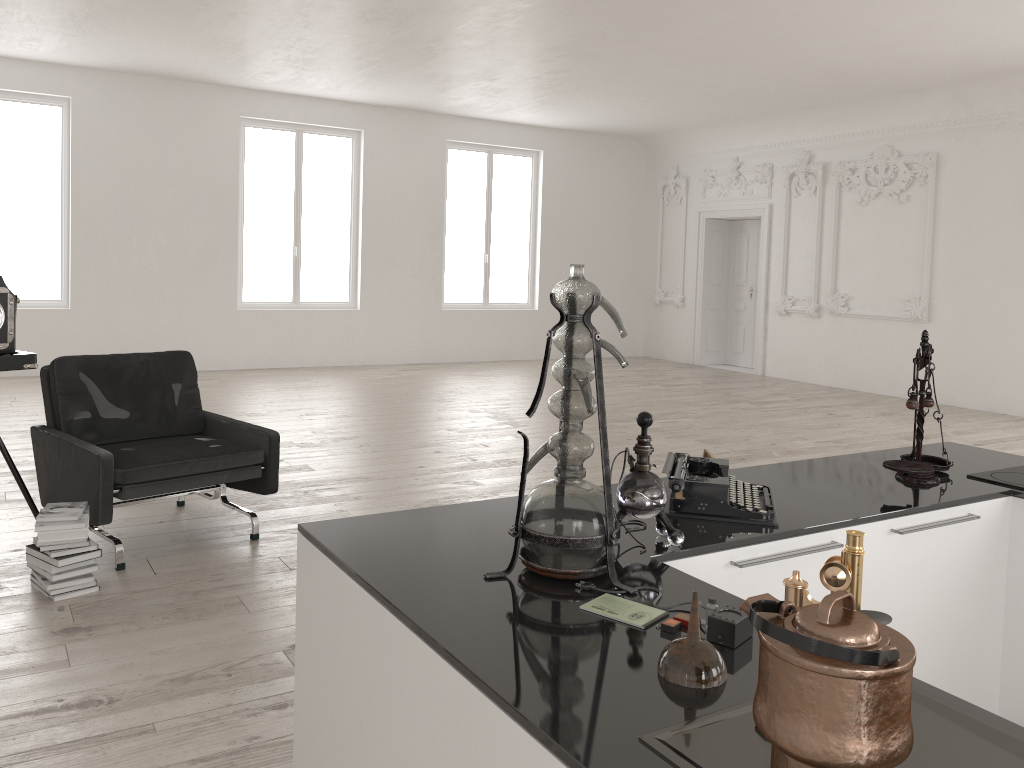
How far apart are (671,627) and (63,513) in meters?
3.3 m

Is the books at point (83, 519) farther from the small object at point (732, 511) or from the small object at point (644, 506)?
the small object at point (644, 506)

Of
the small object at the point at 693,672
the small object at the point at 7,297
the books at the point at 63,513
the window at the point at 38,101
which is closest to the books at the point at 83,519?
the books at the point at 63,513

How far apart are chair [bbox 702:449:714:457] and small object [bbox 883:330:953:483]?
0.9m

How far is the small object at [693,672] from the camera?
1.41m

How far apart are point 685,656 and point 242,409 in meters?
8.1 m

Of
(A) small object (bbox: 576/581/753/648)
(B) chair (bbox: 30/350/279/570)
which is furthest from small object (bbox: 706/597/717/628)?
(B) chair (bbox: 30/350/279/570)

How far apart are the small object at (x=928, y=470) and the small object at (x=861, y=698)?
1.7m

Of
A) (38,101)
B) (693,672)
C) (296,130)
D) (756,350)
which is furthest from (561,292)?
(756,350)

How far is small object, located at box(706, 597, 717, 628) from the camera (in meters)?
1.62
